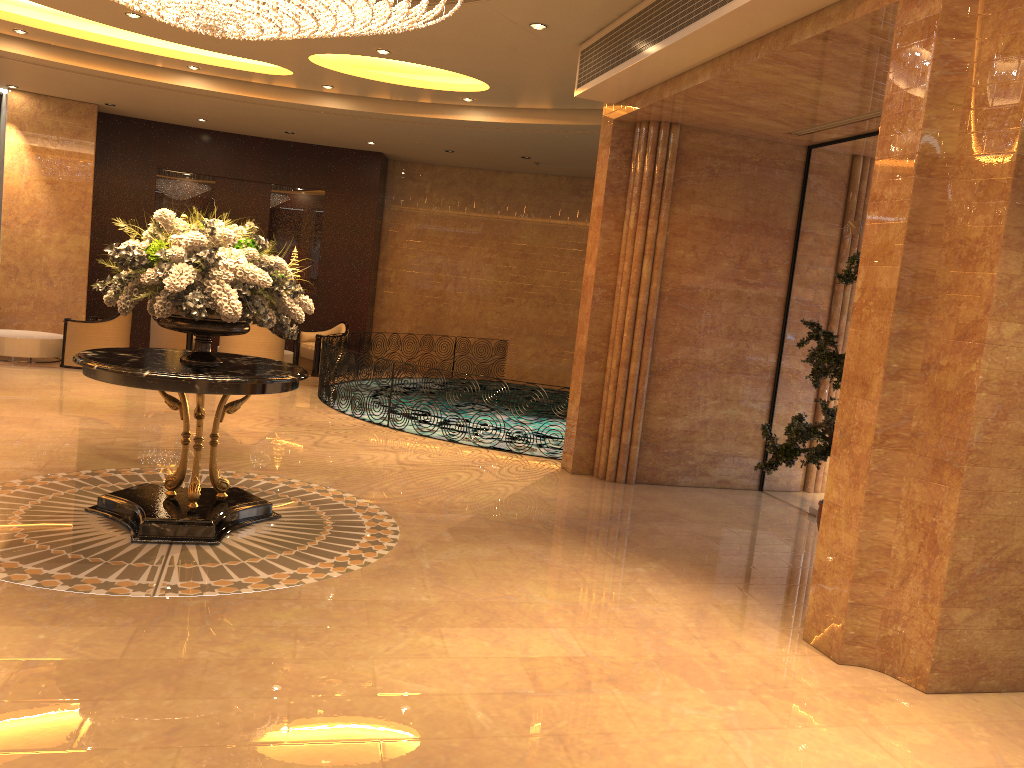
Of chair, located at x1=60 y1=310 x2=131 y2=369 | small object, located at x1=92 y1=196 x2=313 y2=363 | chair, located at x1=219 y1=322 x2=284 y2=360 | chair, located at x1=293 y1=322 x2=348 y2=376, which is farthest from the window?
chair, located at x1=60 y1=310 x2=131 y2=369

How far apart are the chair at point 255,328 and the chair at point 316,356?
1.5 meters

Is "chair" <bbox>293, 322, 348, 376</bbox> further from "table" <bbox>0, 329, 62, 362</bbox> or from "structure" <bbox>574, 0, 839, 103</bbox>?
"structure" <bbox>574, 0, 839, 103</bbox>

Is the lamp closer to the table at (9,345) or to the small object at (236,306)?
the small object at (236,306)

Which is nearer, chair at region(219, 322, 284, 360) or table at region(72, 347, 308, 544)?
table at region(72, 347, 308, 544)

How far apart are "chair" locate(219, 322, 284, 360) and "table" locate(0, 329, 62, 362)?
2.35m

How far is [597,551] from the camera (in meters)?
6.39

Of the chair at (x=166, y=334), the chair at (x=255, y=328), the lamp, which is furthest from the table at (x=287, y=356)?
the lamp

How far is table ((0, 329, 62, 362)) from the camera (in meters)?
12.47

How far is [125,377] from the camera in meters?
5.3 m
